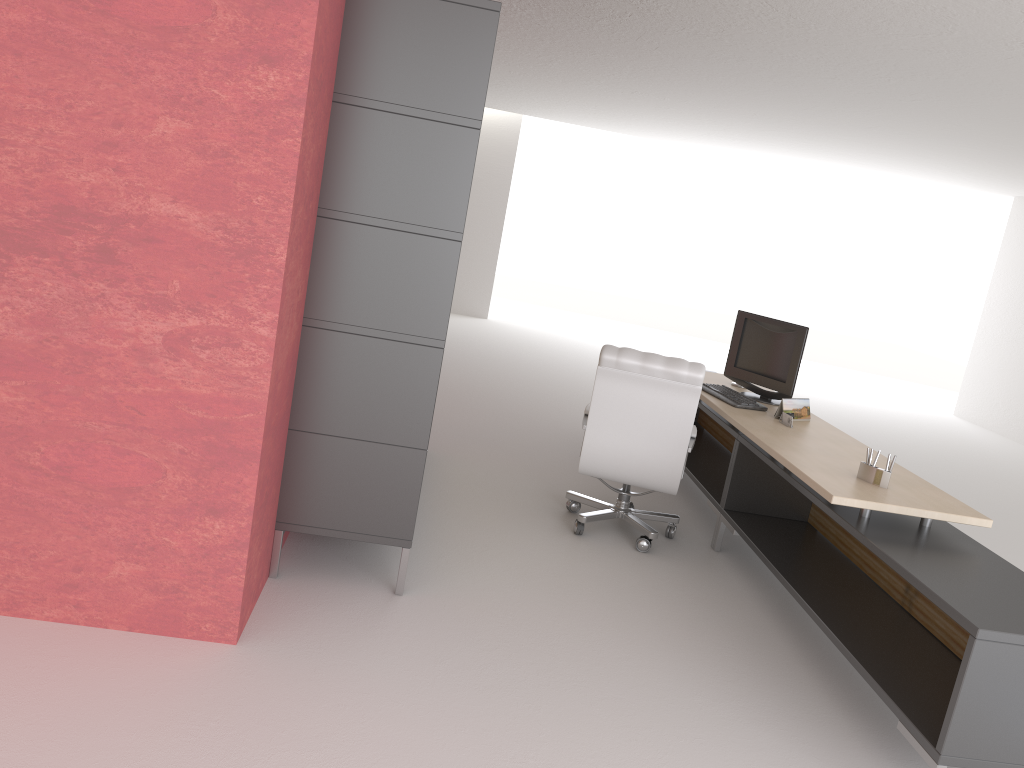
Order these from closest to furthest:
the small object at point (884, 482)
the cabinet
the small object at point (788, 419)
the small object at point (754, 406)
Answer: the cabinet → the small object at point (884, 482) → the small object at point (788, 419) → the small object at point (754, 406)

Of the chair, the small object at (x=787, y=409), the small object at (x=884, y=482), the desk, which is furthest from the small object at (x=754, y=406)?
the small object at (x=884, y=482)

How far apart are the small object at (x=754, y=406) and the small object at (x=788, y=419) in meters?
0.4 m

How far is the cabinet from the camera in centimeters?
506cm

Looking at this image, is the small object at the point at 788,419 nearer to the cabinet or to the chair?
the chair

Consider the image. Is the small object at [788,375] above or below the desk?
above

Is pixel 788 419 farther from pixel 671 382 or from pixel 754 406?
pixel 671 382

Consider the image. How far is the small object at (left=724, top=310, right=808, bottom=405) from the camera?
8.0m

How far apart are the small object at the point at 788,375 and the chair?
1.18m

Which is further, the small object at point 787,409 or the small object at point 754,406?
the small object at point 754,406
